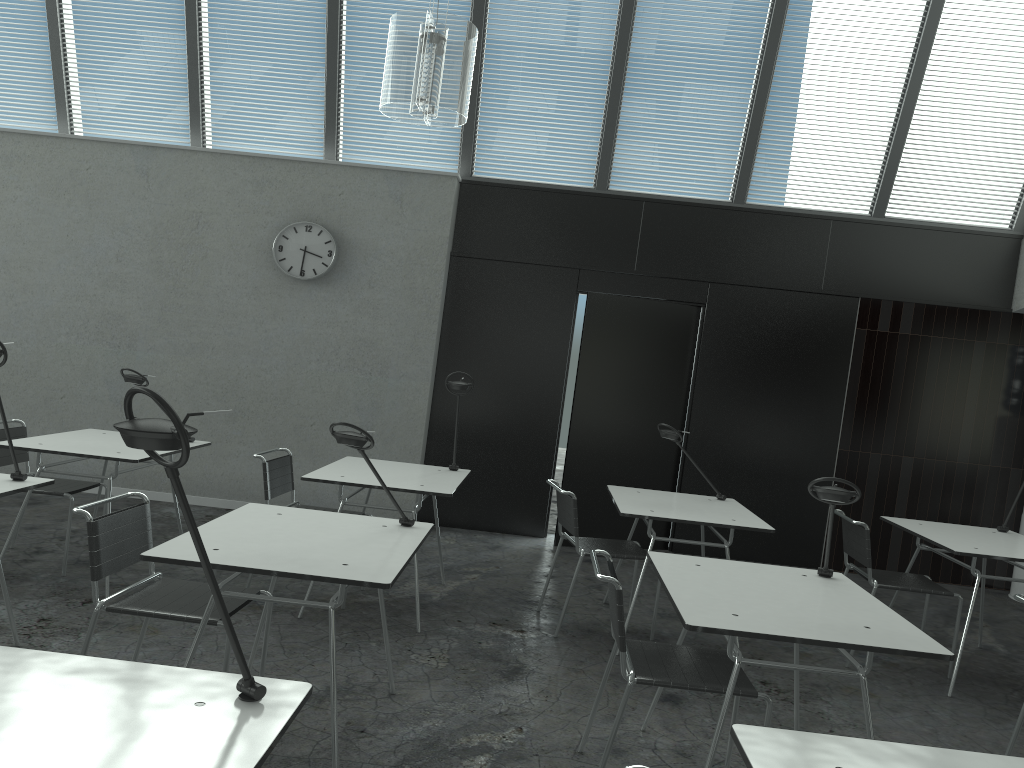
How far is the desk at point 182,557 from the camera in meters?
2.4 m

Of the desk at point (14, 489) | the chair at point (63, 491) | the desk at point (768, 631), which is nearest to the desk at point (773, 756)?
the desk at point (768, 631)

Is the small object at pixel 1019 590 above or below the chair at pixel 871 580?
below

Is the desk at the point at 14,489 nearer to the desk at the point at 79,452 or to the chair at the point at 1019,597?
the desk at the point at 79,452

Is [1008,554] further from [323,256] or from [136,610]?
[323,256]

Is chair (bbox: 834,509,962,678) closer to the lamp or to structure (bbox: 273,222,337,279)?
the lamp

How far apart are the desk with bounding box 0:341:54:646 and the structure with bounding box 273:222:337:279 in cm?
311

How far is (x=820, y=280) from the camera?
6.3 meters

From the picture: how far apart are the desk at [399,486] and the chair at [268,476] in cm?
25

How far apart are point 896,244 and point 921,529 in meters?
2.6 m
